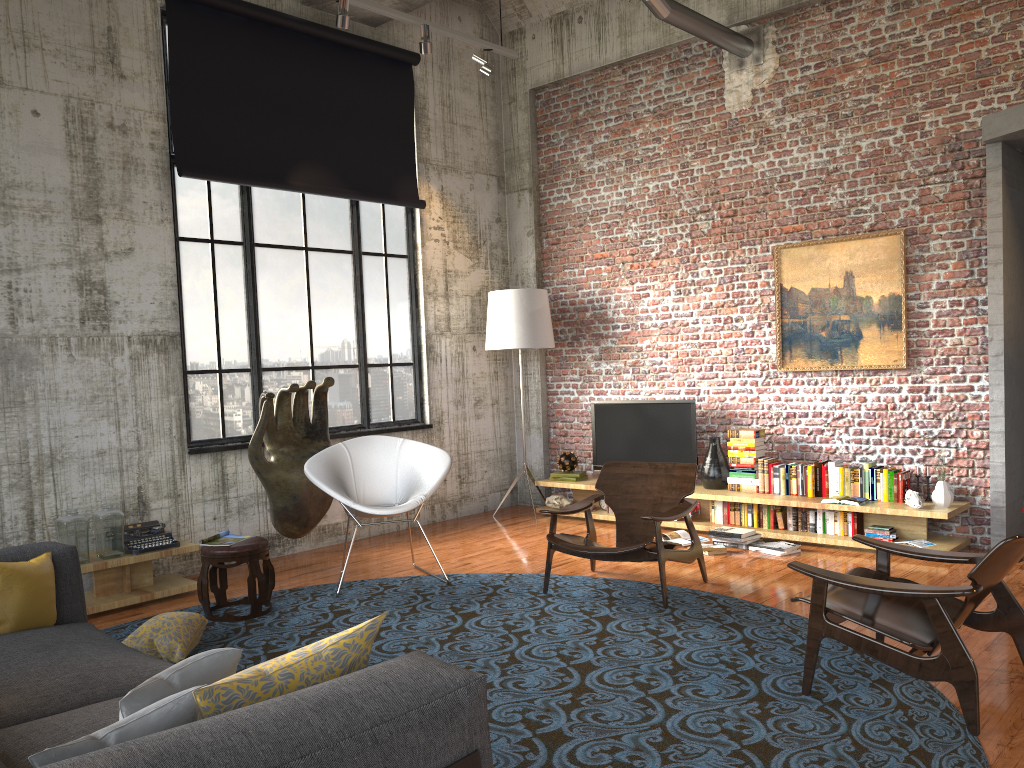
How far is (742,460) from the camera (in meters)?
7.55

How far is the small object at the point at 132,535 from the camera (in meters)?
6.07

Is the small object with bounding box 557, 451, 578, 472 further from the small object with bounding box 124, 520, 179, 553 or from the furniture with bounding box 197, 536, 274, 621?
the small object with bounding box 124, 520, 179, 553

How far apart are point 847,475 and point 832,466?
0.1 meters

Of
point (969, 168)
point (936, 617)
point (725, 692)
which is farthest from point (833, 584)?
point (969, 168)

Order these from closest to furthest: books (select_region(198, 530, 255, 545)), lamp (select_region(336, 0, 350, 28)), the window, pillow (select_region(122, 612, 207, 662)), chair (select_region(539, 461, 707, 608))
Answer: pillow (select_region(122, 612, 207, 662))
chair (select_region(539, 461, 707, 608))
books (select_region(198, 530, 255, 545))
lamp (select_region(336, 0, 350, 28))
the window

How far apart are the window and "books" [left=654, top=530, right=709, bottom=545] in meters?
2.7 m

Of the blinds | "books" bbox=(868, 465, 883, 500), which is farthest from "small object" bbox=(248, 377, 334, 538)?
"books" bbox=(868, 465, 883, 500)

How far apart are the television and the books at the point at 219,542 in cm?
384

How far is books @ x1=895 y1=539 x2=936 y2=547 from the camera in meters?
6.5 m
